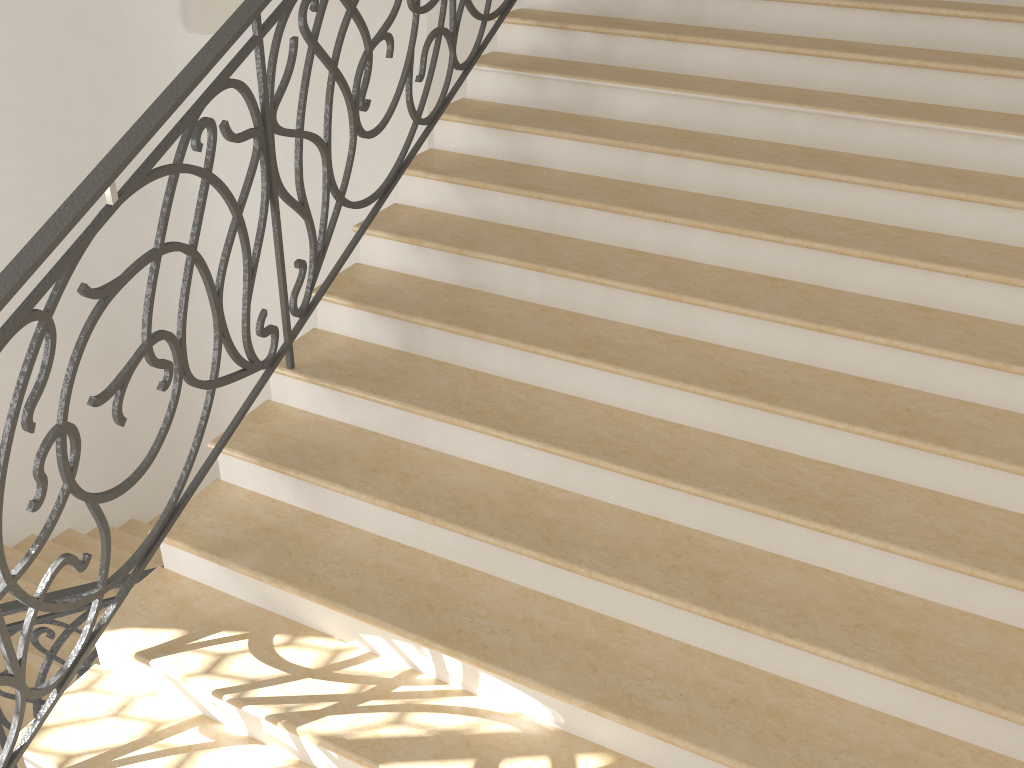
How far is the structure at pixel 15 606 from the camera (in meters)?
3.20

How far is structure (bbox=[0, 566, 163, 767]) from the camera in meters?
3.2 m

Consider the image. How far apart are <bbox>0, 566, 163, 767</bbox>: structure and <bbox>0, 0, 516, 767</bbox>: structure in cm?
86

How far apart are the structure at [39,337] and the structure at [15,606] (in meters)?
0.86

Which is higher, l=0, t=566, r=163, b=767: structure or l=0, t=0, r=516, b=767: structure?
l=0, t=0, r=516, b=767: structure

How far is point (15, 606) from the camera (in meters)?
3.20

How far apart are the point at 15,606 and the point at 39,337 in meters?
1.6 m

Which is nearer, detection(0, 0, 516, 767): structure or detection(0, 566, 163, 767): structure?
detection(0, 0, 516, 767): structure

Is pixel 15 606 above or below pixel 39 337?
below

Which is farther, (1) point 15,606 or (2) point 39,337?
(1) point 15,606
